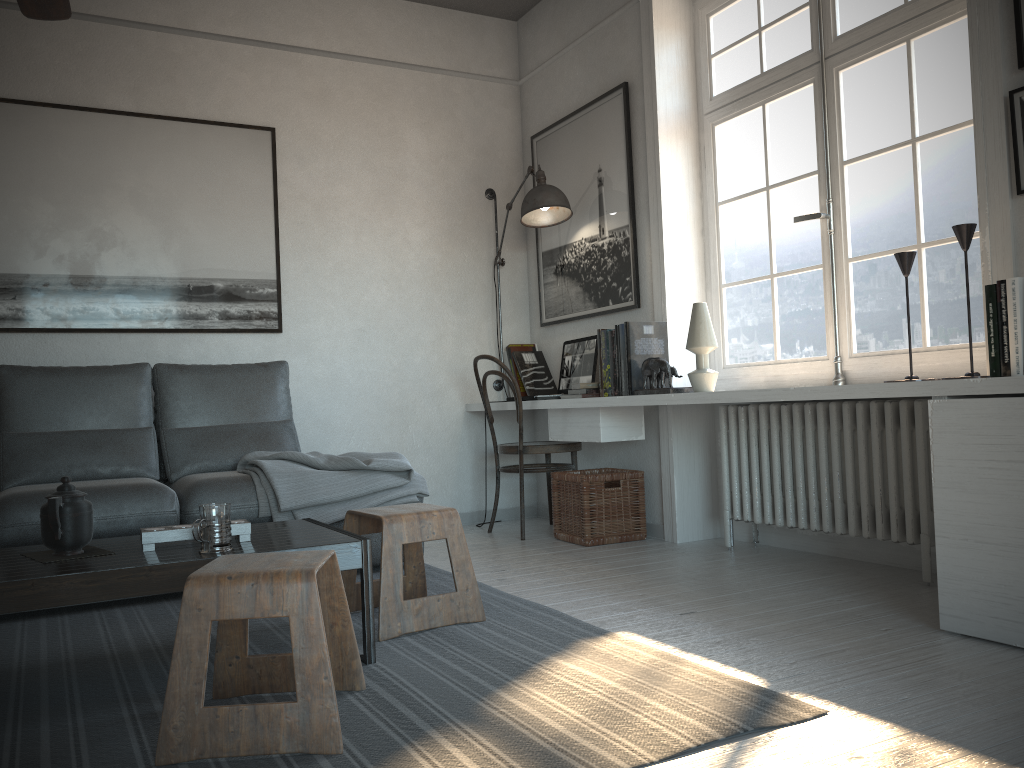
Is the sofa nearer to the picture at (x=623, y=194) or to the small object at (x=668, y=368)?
the small object at (x=668, y=368)

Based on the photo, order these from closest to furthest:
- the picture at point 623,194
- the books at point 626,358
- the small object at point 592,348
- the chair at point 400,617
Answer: the chair at point 400,617 < the books at point 626,358 < the picture at point 623,194 < the small object at point 592,348

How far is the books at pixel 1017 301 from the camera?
2.3m

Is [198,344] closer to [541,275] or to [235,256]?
[235,256]

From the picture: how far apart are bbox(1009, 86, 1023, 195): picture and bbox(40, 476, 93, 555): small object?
2.69m

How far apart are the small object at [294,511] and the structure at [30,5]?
1.6 meters

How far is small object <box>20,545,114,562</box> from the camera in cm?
216

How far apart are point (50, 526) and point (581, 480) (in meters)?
2.36

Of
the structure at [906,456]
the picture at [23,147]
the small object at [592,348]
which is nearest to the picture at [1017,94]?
the structure at [906,456]

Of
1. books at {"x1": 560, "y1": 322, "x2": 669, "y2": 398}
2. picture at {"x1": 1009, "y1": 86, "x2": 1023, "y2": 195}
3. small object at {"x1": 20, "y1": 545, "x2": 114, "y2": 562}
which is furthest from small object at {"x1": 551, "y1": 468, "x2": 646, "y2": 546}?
small object at {"x1": 20, "y1": 545, "x2": 114, "y2": 562}
